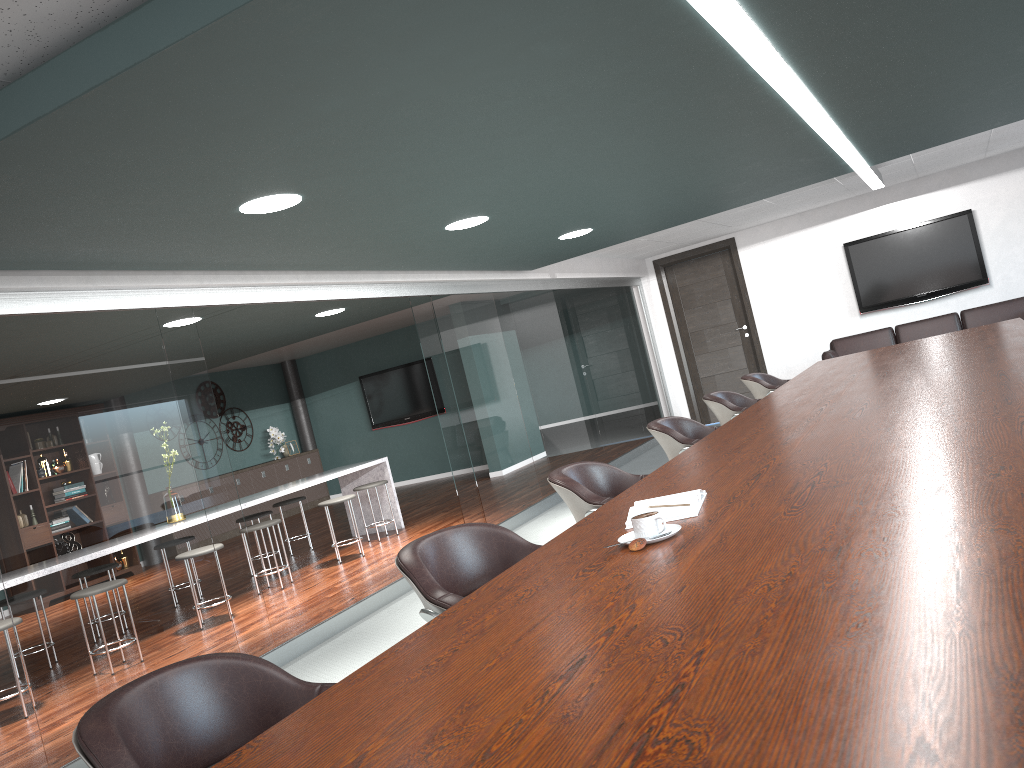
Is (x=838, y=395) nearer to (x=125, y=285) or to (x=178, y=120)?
(x=178, y=120)

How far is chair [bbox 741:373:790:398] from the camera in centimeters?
612cm

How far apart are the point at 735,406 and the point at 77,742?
4.24m

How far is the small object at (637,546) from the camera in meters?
1.9

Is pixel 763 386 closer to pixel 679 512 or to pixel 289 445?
pixel 679 512

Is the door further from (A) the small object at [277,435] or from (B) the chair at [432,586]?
(B) the chair at [432,586]

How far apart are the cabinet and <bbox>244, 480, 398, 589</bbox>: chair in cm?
434

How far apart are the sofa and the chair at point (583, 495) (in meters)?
6.20

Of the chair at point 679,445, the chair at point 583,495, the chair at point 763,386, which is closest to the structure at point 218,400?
the chair at point 763,386

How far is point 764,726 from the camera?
0.9m
